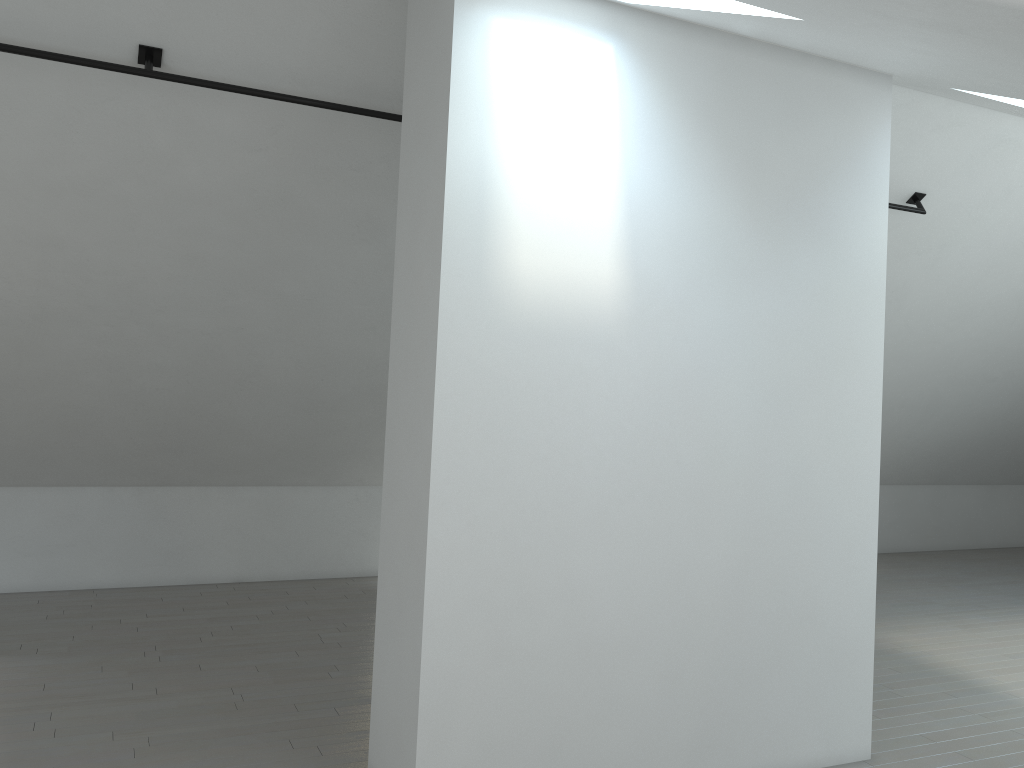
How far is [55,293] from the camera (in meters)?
5.93
